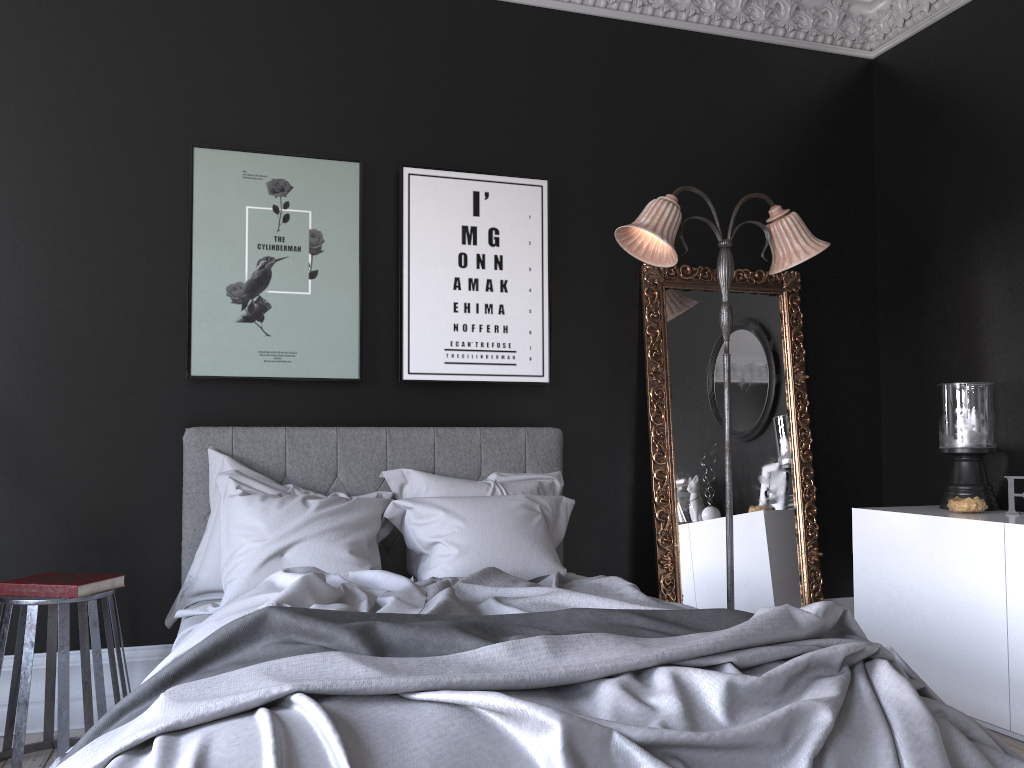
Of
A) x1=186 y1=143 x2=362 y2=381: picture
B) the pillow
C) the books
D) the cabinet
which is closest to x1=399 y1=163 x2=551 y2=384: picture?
x1=186 y1=143 x2=362 y2=381: picture

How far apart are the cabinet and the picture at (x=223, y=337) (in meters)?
2.58

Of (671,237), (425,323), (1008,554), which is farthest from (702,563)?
(425,323)

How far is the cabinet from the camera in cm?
360

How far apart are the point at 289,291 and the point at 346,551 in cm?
136

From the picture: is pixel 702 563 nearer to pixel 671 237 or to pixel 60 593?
pixel 671 237

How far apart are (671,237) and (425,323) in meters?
1.3 m

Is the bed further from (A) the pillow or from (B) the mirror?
(B) the mirror

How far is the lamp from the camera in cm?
401

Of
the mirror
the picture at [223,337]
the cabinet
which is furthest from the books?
the cabinet
